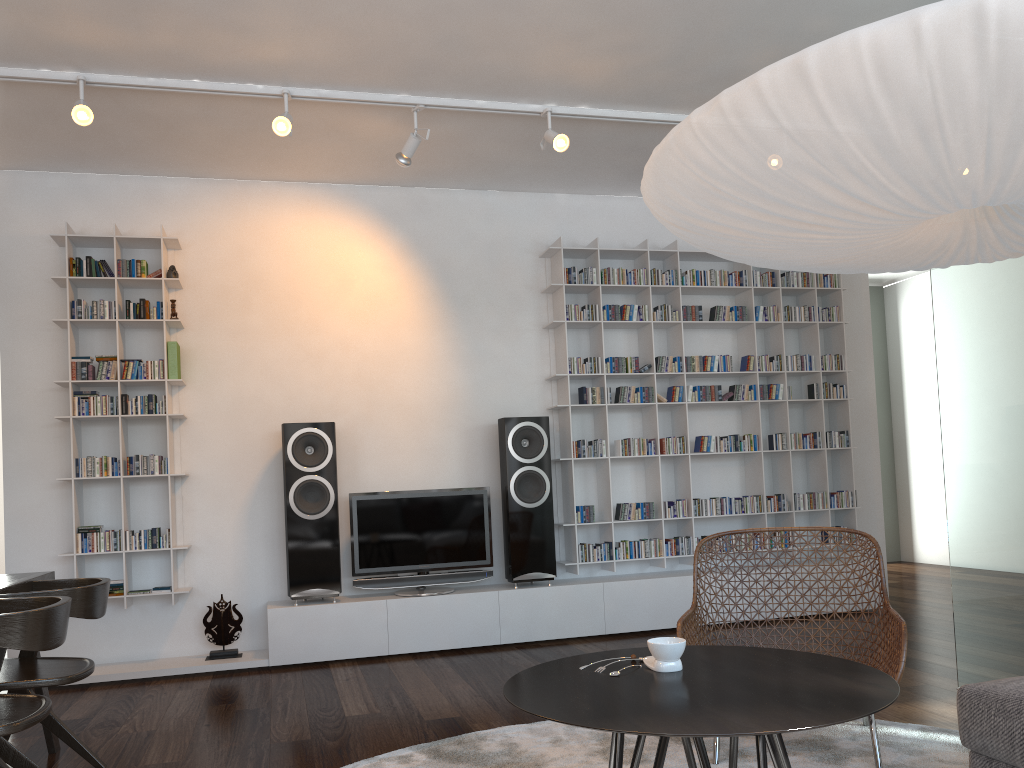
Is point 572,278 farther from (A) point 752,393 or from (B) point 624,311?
(A) point 752,393

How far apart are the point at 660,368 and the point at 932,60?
4.19m

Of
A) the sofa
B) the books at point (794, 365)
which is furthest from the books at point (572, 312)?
the sofa

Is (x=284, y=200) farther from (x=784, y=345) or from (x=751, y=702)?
(x=751, y=702)

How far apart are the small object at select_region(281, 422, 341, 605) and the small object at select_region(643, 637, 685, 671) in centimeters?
300cm

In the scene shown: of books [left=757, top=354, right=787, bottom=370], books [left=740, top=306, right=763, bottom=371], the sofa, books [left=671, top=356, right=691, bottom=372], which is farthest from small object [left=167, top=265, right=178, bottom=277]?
the sofa

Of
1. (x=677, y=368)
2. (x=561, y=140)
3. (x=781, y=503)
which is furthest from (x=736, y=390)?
(x=561, y=140)

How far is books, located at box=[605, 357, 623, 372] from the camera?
5.5m

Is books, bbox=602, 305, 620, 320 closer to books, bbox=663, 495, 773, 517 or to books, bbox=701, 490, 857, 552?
books, bbox=663, 495, 773, 517

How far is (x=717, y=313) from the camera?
5.7m
